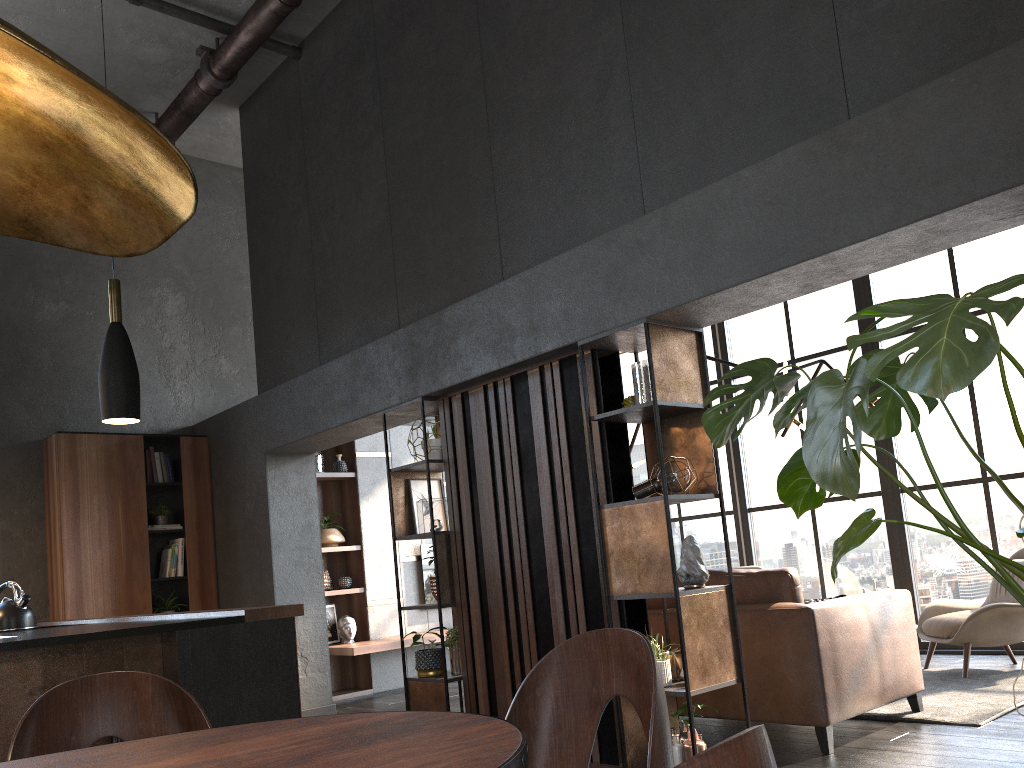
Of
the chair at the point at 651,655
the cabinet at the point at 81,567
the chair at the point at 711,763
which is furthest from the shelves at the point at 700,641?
the cabinet at the point at 81,567

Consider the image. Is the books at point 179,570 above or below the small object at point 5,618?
above

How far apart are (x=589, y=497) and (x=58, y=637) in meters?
2.3

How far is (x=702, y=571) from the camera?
3.9m

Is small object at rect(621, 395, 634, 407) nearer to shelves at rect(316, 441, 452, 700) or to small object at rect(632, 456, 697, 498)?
small object at rect(632, 456, 697, 498)

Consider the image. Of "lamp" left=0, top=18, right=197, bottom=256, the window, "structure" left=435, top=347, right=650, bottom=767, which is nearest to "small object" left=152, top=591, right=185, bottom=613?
"structure" left=435, top=347, right=650, bottom=767

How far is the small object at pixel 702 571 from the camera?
3.9m

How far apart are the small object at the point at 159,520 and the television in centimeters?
241cm

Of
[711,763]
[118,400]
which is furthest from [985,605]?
[711,763]

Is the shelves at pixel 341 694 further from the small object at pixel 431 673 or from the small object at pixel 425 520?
the small object at pixel 425 520
